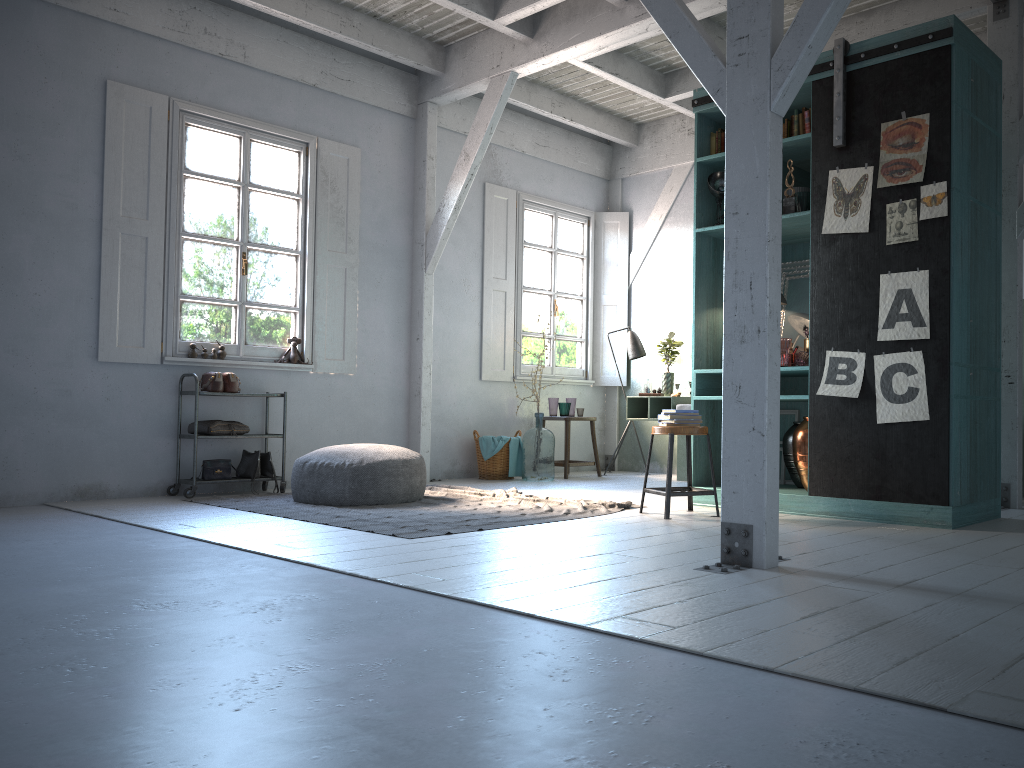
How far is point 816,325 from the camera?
6.0 meters

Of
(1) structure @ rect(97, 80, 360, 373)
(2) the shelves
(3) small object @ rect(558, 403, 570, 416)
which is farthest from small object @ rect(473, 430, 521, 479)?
(2) the shelves

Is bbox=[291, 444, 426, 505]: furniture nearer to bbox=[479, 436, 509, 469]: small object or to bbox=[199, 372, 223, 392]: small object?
bbox=[199, 372, 223, 392]: small object

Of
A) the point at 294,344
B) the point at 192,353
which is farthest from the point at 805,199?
the point at 192,353

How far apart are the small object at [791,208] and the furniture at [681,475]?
3.3m

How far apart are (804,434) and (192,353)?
5.2m

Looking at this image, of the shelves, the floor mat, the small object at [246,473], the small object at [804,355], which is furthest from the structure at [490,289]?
the small object at [804,355]

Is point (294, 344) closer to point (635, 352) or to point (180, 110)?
point (180, 110)

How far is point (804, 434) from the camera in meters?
6.2

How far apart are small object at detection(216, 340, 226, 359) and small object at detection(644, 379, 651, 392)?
4.58m
